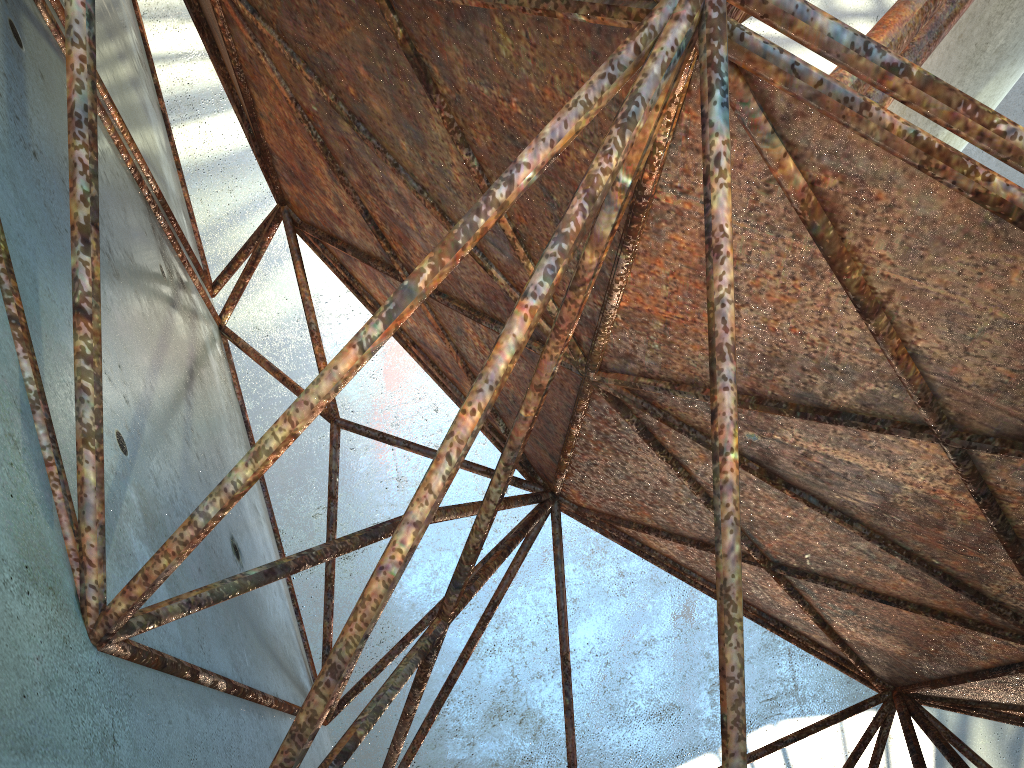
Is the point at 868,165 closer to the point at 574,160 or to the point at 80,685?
the point at 574,160
